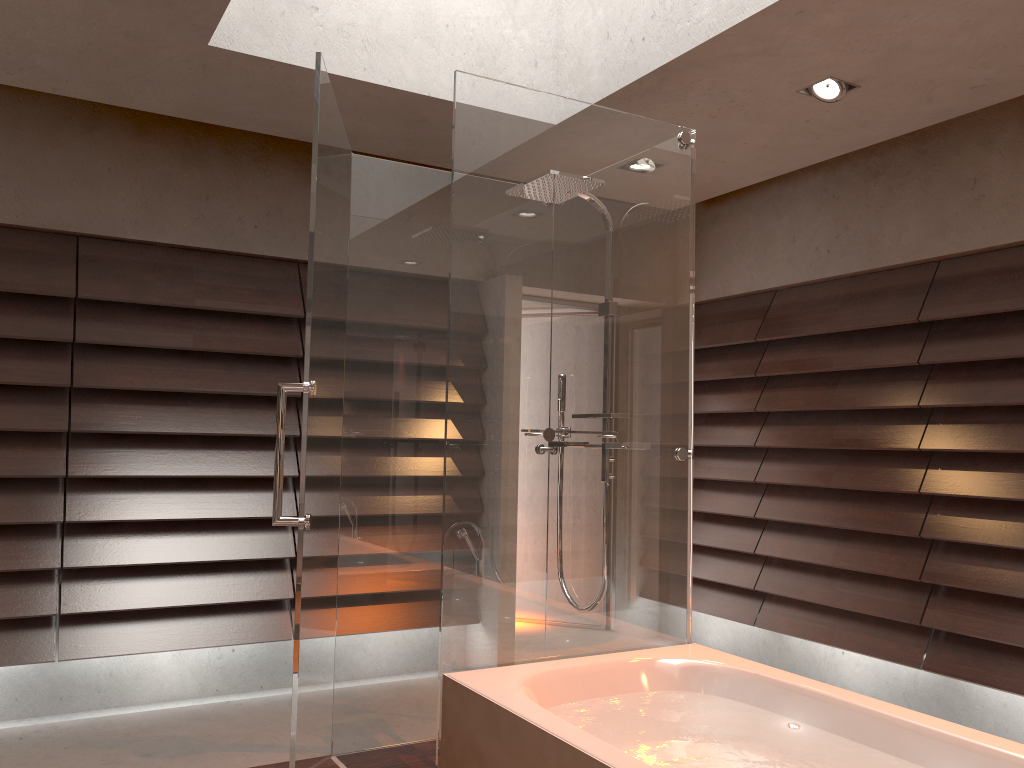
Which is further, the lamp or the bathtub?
the lamp

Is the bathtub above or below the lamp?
below

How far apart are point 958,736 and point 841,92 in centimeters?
233cm

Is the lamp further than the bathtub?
Yes

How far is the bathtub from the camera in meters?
2.0 m

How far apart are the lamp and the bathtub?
2.1m

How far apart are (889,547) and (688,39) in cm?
245

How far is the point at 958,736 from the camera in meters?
2.0

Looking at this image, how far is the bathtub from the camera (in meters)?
1.99

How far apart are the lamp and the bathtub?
2.1 meters
